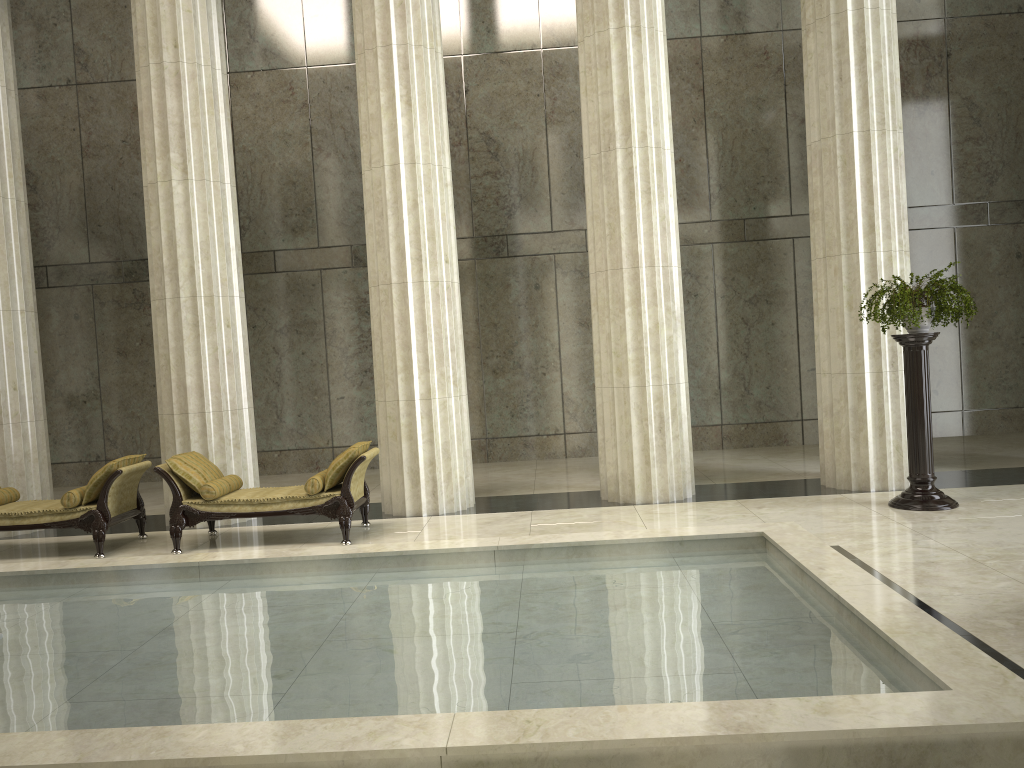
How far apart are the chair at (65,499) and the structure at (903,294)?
7.6m

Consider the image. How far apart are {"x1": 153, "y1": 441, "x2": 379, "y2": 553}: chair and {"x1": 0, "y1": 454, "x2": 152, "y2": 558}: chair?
0.37m

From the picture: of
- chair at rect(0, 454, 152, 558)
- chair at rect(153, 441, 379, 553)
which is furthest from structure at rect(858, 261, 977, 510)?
chair at rect(0, 454, 152, 558)

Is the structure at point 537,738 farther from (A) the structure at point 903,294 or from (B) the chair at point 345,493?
(A) the structure at point 903,294

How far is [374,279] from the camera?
10.2 meters

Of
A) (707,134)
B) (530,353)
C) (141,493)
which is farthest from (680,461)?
(141,493)

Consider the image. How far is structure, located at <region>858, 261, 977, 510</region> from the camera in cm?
857

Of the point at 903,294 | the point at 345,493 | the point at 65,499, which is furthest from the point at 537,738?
the point at 65,499

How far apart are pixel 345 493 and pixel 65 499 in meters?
2.8

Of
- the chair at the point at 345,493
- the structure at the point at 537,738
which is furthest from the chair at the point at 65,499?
the structure at the point at 537,738
